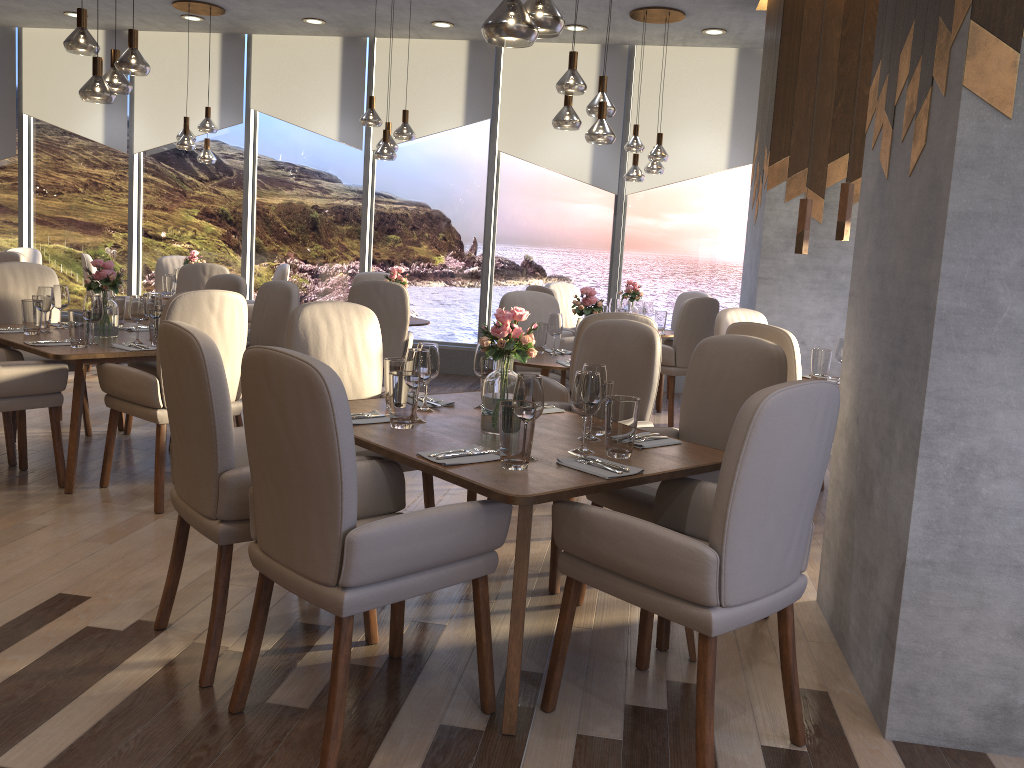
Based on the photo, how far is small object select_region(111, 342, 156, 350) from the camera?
4.28m

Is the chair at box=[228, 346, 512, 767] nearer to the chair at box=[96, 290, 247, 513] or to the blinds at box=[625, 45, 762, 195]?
the chair at box=[96, 290, 247, 513]

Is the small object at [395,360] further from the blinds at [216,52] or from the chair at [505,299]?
the blinds at [216,52]

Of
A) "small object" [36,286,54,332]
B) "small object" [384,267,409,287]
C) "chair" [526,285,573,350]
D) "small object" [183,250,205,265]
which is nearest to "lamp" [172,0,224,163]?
"small object" [183,250,205,265]

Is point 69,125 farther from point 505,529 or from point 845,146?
point 505,529

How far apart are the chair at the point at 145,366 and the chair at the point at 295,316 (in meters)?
1.96

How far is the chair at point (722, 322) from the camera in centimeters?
518cm

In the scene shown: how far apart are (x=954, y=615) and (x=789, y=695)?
0.5m

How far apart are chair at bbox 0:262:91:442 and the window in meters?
3.5

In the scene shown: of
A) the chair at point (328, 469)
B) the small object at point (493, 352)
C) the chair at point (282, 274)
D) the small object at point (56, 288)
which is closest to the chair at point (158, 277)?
the chair at point (282, 274)
